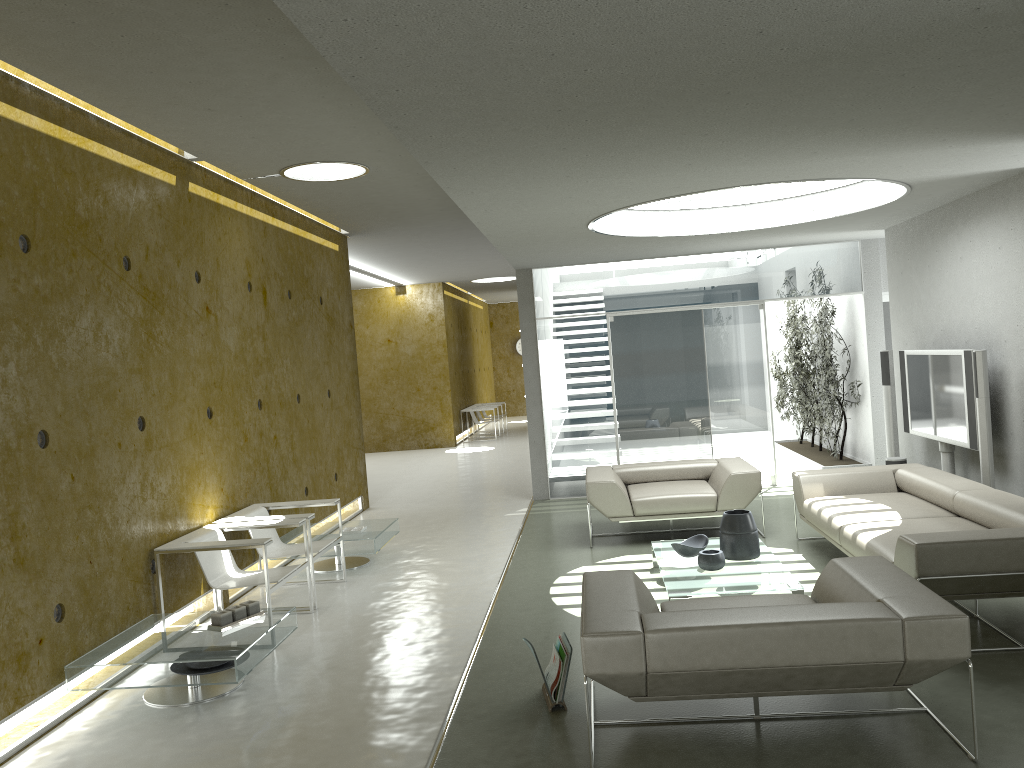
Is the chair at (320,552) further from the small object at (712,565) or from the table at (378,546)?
the small object at (712,565)

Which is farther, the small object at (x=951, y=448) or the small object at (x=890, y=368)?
the small object at (x=890, y=368)

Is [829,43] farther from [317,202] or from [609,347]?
[609,347]

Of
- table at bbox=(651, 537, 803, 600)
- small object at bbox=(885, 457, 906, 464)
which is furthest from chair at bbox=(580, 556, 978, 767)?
small object at bbox=(885, 457, 906, 464)

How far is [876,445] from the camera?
10.0 meters

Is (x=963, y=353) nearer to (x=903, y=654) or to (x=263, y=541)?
(x=903, y=654)

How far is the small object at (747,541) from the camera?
5.9 meters

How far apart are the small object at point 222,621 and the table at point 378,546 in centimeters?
212cm

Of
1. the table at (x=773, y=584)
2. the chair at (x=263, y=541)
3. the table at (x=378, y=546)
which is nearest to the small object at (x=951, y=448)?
the table at (x=773, y=584)

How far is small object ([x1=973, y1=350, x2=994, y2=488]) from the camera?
6.4 meters
